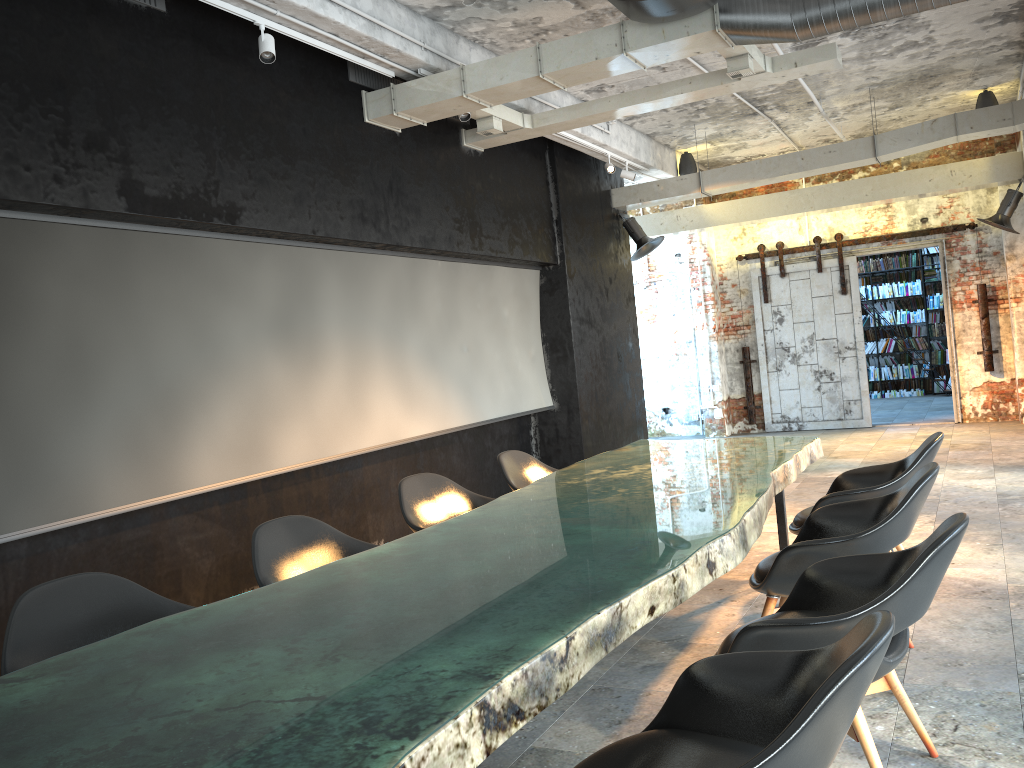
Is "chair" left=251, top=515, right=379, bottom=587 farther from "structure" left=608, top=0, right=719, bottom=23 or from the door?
the door

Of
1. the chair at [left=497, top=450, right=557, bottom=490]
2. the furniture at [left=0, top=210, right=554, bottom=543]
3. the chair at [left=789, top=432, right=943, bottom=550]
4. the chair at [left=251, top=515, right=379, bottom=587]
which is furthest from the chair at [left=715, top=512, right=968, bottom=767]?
the furniture at [left=0, top=210, right=554, bottom=543]

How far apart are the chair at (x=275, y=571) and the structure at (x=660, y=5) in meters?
3.3 m

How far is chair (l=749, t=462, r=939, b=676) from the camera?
3.4 meters

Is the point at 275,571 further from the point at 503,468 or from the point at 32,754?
the point at 503,468

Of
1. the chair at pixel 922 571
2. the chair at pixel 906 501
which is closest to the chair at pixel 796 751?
the chair at pixel 922 571

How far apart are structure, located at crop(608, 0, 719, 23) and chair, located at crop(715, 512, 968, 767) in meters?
3.3 m

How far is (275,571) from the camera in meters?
3.5 m

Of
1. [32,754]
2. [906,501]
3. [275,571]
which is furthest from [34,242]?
[906,501]

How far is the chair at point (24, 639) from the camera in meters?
2.7 m
